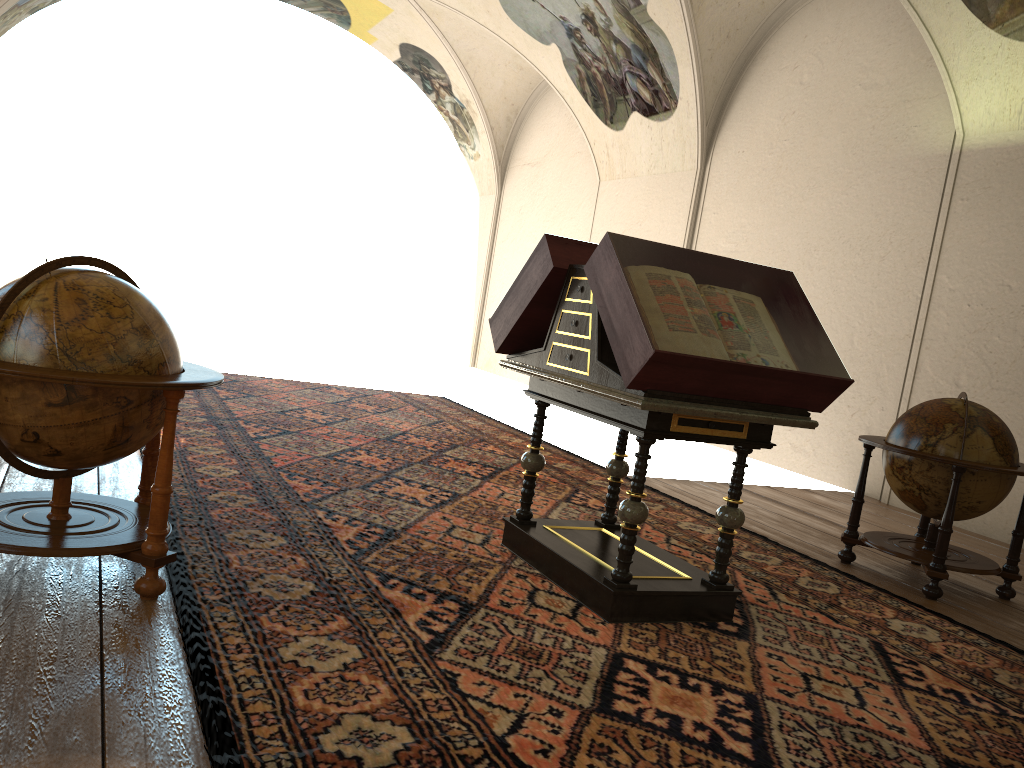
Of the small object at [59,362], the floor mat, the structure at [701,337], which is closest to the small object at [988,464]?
the floor mat

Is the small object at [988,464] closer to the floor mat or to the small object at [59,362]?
the floor mat

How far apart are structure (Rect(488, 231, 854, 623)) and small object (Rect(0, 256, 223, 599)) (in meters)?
A: 1.79

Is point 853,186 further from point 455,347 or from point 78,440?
point 455,347

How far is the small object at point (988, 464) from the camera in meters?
6.1 m

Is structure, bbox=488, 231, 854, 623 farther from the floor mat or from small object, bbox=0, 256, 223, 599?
small object, bbox=0, 256, 223, 599

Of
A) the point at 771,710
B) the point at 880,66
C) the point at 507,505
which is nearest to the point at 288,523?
the point at 507,505

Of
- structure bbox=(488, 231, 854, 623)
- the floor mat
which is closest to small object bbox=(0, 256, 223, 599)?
the floor mat

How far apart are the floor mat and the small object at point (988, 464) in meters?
0.4

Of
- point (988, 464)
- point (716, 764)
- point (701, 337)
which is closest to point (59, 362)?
point (701, 337)
